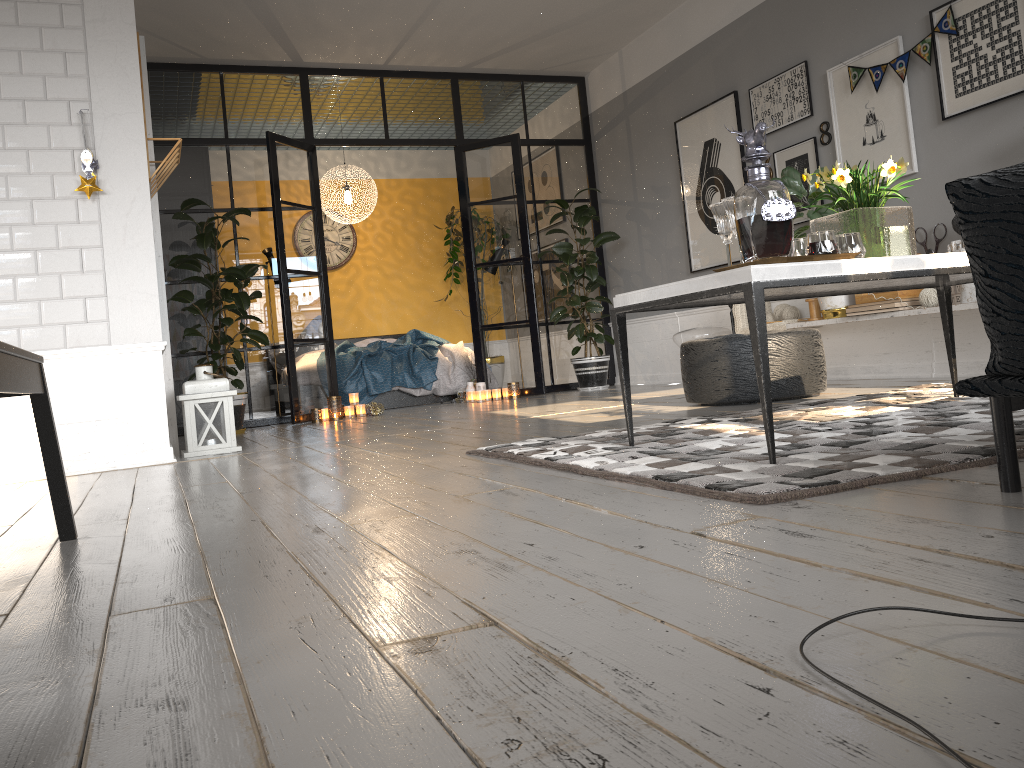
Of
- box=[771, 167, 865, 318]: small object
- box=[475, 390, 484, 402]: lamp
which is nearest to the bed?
box=[475, 390, 484, 402]: lamp

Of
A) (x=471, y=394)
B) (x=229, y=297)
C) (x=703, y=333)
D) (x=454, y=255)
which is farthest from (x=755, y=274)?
(x=454, y=255)

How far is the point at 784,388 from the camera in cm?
430

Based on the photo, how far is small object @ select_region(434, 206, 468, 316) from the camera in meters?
10.0 m

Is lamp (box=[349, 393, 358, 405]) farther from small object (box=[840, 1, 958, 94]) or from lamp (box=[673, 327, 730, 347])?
small object (box=[840, 1, 958, 94])

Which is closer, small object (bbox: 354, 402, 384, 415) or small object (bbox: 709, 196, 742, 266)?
small object (bbox: 709, 196, 742, 266)

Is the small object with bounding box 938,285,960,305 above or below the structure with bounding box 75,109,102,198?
below

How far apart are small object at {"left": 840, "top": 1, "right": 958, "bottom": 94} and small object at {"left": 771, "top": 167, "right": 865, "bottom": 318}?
0.6m

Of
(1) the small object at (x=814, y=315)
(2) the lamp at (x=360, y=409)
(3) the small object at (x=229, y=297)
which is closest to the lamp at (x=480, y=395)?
(3) the small object at (x=229, y=297)

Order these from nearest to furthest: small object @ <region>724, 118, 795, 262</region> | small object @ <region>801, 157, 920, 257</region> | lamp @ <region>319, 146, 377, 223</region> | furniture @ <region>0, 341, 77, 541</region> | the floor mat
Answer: furniture @ <region>0, 341, 77, 541</region>
the floor mat
small object @ <region>724, 118, 795, 262</region>
small object @ <region>801, 157, 920, 257</region>
lamp @ <region>319, 146, 377, 223</region>
